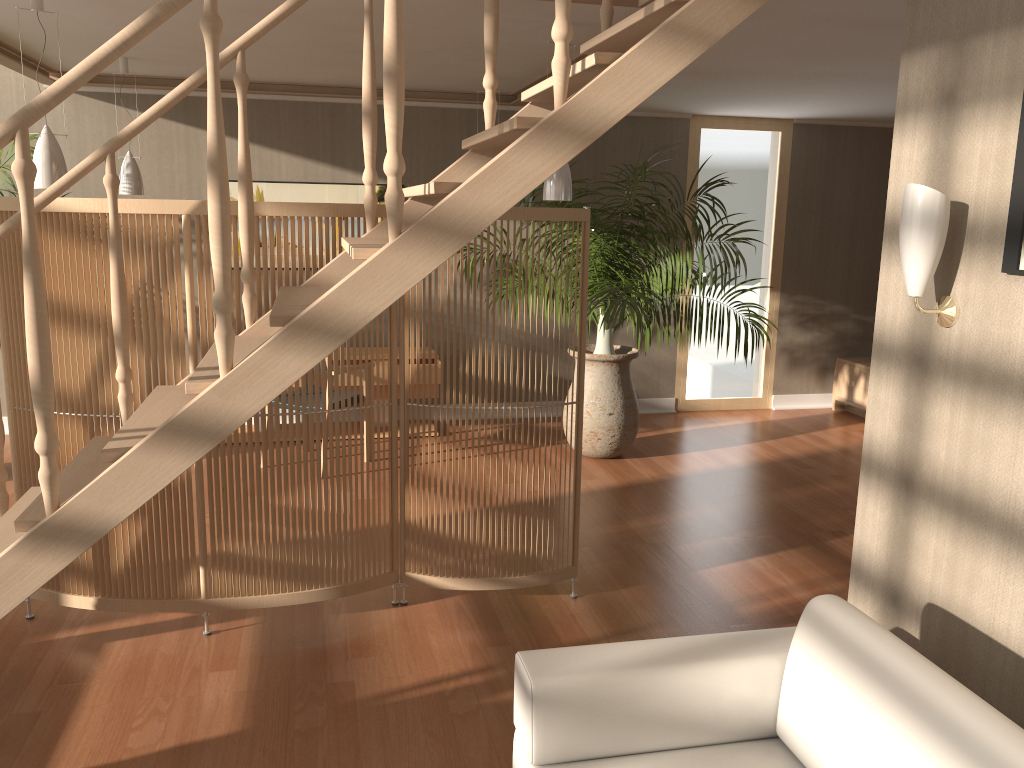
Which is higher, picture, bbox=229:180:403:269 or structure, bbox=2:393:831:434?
picture, bbox=229:180:403:269

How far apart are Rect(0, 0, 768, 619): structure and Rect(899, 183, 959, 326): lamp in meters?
0.6

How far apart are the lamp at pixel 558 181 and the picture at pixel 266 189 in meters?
2.7 m

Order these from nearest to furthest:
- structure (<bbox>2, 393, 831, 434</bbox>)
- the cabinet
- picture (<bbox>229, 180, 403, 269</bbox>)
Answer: picture (<bbox>229, 180, 403, 269</bbox>), the cabinet, structure (<bbox>2, 393, 831, 434</bbox>)

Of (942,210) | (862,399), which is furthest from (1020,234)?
(862,399)

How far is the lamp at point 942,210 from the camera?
2.1m

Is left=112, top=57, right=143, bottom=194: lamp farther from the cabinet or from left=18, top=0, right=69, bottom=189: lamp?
the cabinet

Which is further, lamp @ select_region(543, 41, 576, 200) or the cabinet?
the cabinet

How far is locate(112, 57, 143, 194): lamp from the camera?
5.3 meters

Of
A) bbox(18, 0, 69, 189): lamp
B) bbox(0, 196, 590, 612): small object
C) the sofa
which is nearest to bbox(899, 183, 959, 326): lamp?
the sofa
